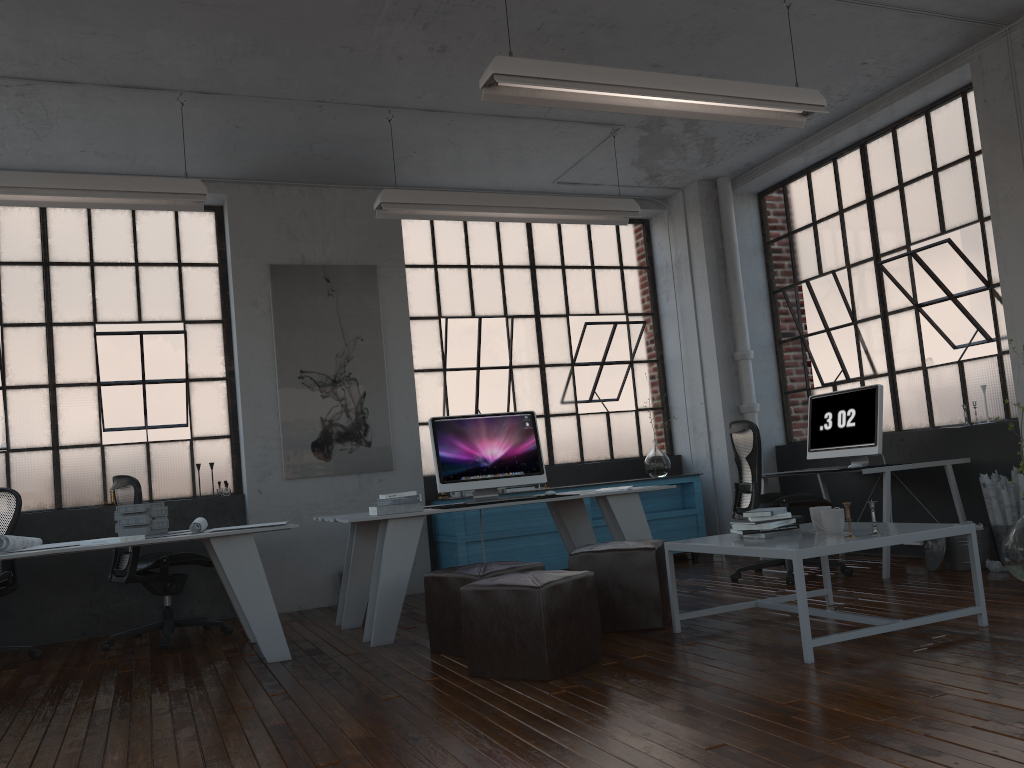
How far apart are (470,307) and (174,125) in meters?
2.9 m

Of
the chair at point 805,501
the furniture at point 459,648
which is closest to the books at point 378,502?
the furniture at point 459,648

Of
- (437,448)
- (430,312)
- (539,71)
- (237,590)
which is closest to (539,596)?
(237,590)

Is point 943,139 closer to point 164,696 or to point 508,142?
point 508,142

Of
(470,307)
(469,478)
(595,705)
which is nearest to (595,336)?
(470,307)

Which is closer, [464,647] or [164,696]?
[464,647]

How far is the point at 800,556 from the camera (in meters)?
3.51

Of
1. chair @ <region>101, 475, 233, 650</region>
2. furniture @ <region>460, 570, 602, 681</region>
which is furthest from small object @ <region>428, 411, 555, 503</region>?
chair @ <region>101, 475, 233, 650</region>

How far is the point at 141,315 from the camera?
6.7 meters

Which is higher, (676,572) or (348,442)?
(348,442)
